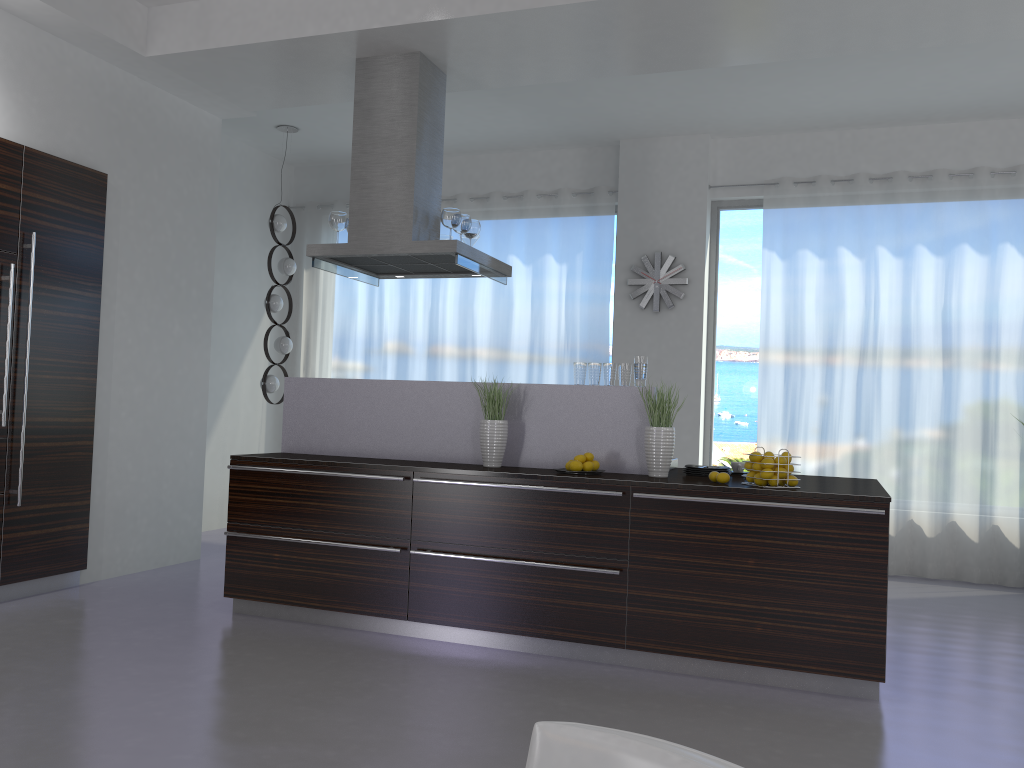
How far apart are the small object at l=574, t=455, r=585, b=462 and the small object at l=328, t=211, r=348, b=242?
2.17m

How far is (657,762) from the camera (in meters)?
0.91

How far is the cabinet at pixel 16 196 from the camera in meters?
4.8

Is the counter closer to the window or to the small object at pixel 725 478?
the small object at pixel 725 478

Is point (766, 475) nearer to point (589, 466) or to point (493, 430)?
point (589, 466)

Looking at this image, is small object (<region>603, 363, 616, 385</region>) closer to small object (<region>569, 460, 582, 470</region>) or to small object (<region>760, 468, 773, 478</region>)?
small object (<region>569, 460, 582, 470</region>)

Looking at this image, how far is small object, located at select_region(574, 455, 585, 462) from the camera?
4.4m

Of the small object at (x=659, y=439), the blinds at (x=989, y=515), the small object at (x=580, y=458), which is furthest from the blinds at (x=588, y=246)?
the small object at (x=580, y=458)

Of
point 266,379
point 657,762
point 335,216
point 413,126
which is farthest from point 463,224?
point 657,762

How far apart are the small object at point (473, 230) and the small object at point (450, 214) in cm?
27
